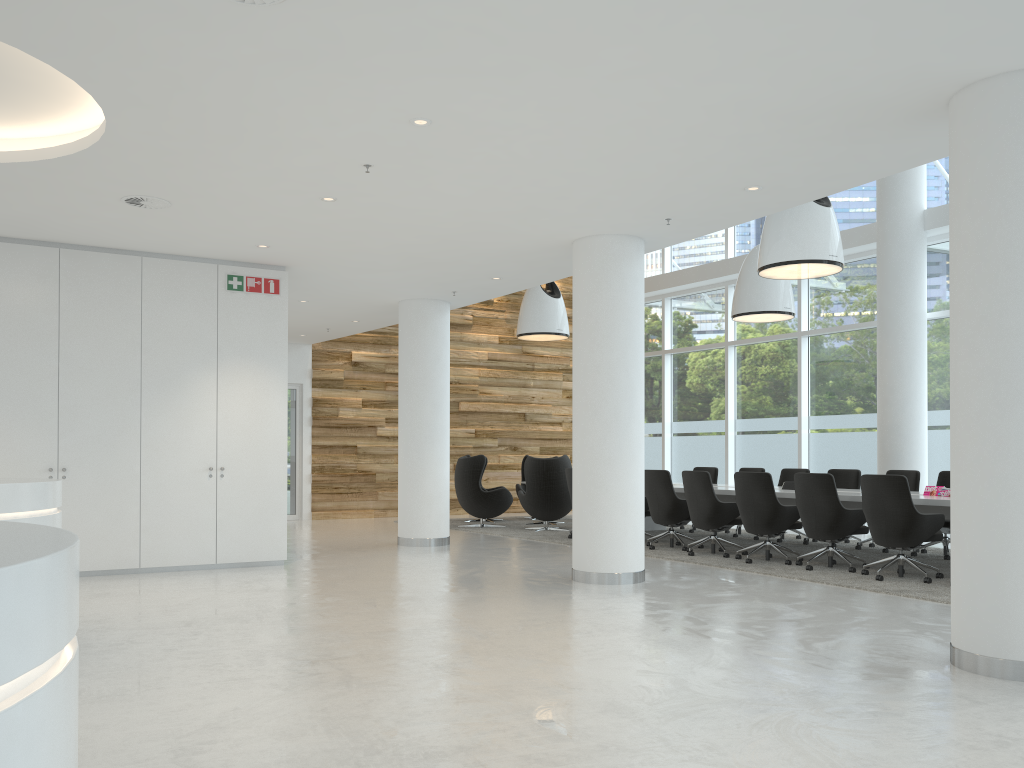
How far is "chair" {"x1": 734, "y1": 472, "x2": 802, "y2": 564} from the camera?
9.2m

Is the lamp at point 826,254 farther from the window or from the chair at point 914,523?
the window

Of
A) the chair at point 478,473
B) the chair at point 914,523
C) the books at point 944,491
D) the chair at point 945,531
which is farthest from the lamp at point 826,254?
the chair at point 478,473

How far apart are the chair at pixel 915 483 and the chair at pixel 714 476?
3.09m

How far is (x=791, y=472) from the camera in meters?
12.0

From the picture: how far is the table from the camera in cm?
820

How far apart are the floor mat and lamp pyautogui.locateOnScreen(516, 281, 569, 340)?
3.08m

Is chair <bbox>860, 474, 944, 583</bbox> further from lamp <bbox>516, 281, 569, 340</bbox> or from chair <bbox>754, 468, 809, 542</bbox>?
lamp <bbox>516, 281, 569, 340</bbox>

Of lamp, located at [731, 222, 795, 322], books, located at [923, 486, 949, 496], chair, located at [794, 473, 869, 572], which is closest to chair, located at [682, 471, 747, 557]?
chair, located at [794, 473, 869, 572]

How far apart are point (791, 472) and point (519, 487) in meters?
5.1
